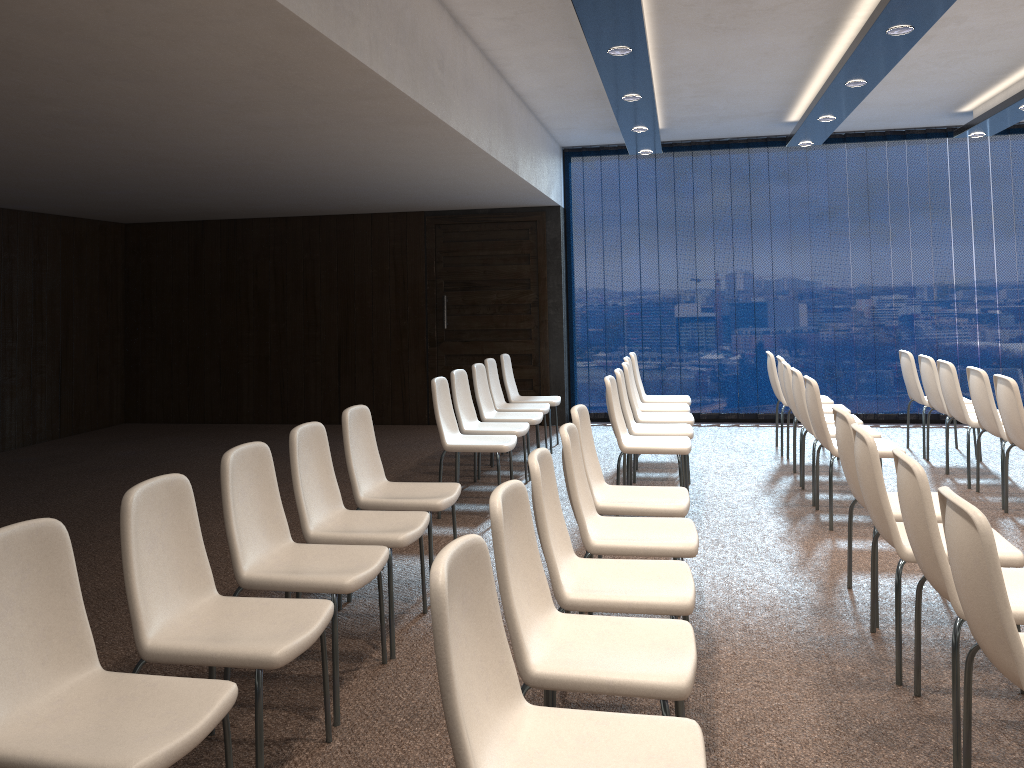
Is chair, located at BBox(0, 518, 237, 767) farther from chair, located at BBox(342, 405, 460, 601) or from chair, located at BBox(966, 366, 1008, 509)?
chair, located at BBox(966, 366, 1008, 509)

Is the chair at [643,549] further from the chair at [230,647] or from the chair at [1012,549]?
the chair at [230,647]

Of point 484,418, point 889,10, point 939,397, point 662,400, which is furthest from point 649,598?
point 662,400

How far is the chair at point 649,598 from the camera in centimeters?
292cm

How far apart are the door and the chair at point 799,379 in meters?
4.0

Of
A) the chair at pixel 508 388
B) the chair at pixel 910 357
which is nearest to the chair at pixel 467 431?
the chair at pixel 508 388

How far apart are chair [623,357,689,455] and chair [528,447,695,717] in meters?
4.3 m

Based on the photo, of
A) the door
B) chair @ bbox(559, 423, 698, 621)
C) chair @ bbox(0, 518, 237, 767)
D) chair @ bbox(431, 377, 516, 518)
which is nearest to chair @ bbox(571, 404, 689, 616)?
chair @ bbox(559, 423, 698, 621)

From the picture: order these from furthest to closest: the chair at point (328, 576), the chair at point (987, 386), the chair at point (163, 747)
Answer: the chair at point (987, 386), the chair at point (328, 576), the chair at point (163, 747)

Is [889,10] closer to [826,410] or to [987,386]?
[987,386]
